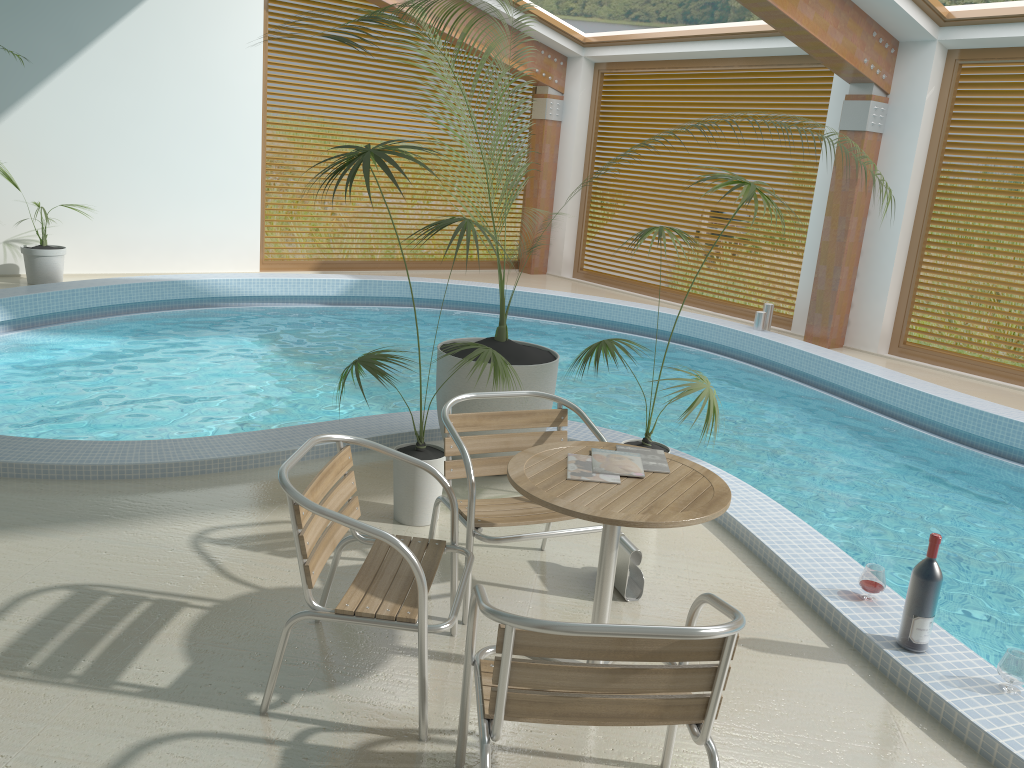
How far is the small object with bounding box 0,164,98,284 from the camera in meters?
8.8 m

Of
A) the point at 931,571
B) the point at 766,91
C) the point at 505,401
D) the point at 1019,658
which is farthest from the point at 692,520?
the point at 766,91

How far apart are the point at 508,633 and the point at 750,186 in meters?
2.7 m

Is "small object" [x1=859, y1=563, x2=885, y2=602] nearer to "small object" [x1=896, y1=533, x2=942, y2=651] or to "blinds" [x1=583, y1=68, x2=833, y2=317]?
"small object" [x1=896, y1=533, x2=942, y2=651]

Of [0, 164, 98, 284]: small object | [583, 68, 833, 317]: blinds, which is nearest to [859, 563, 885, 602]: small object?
[583, 68, 833, 317]: blinds

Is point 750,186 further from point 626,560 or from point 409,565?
point 409,565

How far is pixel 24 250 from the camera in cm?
877

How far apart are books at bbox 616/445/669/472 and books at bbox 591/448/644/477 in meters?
0.0

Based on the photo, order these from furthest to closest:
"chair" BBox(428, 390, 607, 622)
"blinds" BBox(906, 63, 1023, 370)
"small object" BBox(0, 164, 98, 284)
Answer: "small object" BBox(0, 164, 98, 284) → "blinds" BBox(906, 63, 1023, 370) → "chair" BBox(428, 390, 607, 622)

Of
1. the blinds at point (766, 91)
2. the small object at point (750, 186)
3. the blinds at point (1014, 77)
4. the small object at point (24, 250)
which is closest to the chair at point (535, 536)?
the small object at point (750, 186)
